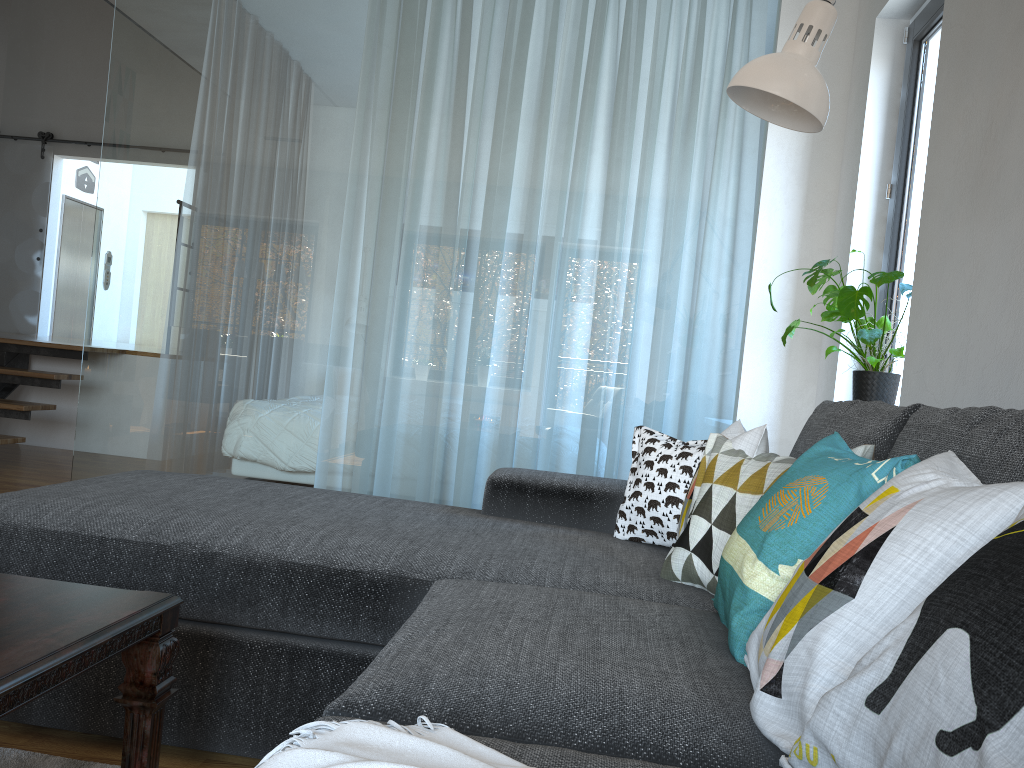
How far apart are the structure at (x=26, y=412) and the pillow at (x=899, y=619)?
4.95m

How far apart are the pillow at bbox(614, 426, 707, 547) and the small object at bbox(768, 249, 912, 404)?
0.8m

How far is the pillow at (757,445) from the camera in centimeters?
179cm

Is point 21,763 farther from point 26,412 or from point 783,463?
point 26,412

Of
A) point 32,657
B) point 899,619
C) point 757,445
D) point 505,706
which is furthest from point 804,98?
point 32,657

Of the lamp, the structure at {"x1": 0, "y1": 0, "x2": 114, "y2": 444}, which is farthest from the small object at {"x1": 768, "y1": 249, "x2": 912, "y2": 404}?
the structure at {"x1": 0, "y1": 0, "x2": 114, "y2": 444}

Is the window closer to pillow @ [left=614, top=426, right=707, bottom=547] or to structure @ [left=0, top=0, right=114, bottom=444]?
pillow @ [left=614, top=426, right=707, bottom=547]

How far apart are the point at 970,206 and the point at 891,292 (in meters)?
1.00

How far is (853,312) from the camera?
2.74m

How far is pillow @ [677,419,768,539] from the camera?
1.8m
